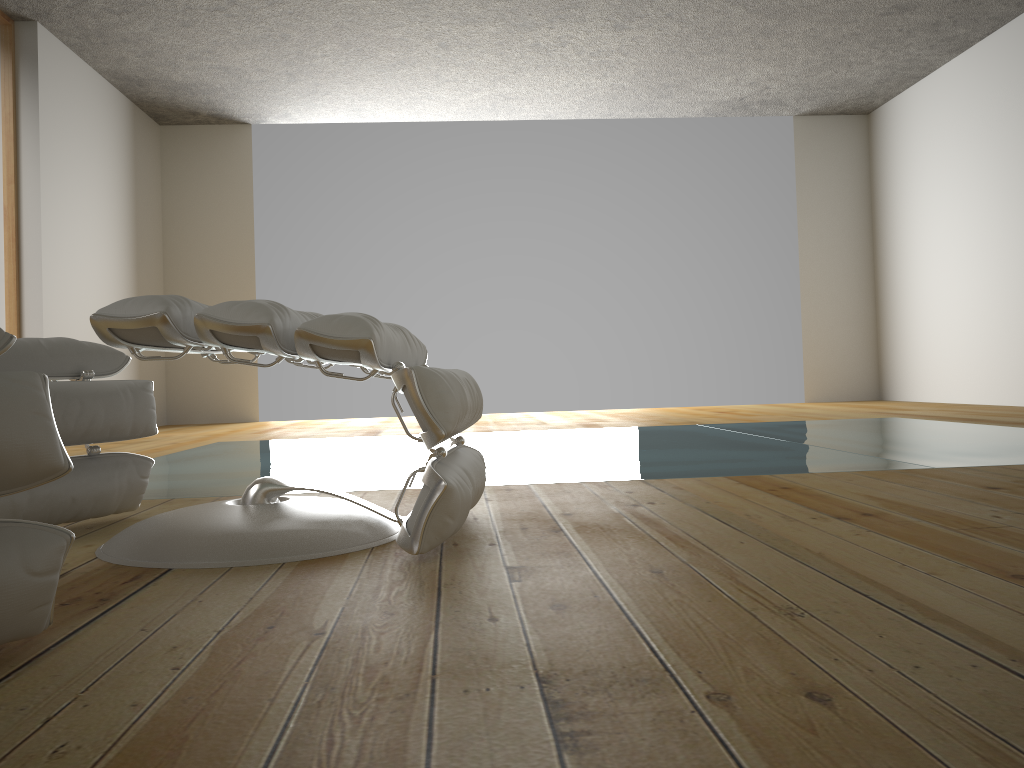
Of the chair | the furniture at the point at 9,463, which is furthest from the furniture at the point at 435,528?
the furniture at the point at 9,463

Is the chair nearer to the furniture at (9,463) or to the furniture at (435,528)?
the furniture at (435,528)

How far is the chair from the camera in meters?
1.7

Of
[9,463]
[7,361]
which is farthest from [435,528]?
[7,361]

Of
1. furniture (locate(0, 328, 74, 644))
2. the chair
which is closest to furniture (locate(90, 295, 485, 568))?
the chair

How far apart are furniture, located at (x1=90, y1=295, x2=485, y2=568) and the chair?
0.2 meters

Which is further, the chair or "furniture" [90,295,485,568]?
the chair

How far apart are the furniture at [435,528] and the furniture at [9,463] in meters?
0.3

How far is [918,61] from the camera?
6.3 meters

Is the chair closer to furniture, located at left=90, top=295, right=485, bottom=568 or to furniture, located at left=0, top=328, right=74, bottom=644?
furniture, located at left=90, top=295, right=485, bottom=568
